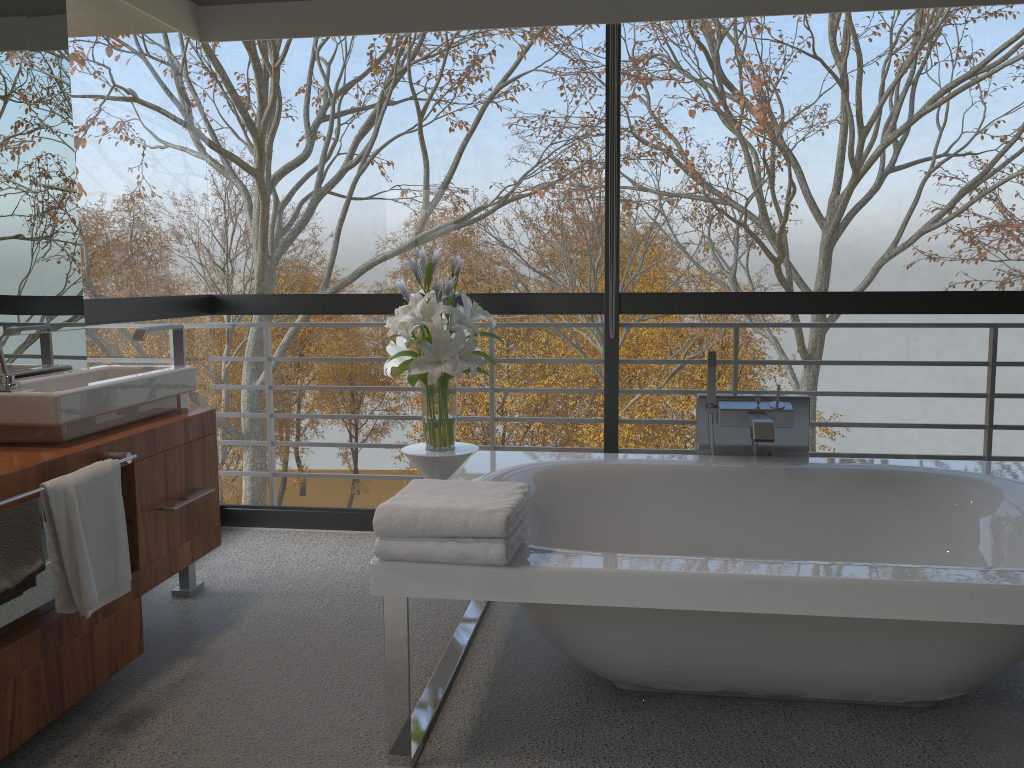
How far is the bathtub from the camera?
1.9m

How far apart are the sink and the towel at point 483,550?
0.94m

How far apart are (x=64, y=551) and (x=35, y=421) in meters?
0.4 m

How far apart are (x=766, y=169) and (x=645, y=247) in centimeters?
2120cm

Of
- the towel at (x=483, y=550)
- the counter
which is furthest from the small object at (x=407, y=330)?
the towel at (x=483, y=550)

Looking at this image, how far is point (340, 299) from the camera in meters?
4.0 m

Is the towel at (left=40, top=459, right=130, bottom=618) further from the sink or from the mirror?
the mirror

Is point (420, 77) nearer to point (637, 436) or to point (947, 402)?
point (947, 402)

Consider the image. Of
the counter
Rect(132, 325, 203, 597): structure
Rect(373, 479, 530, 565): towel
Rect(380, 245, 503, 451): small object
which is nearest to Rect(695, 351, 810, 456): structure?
Rect(380, 245, 503, 451): small object

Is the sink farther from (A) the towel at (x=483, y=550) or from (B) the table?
(A) the towel at (x=483, y=550)
